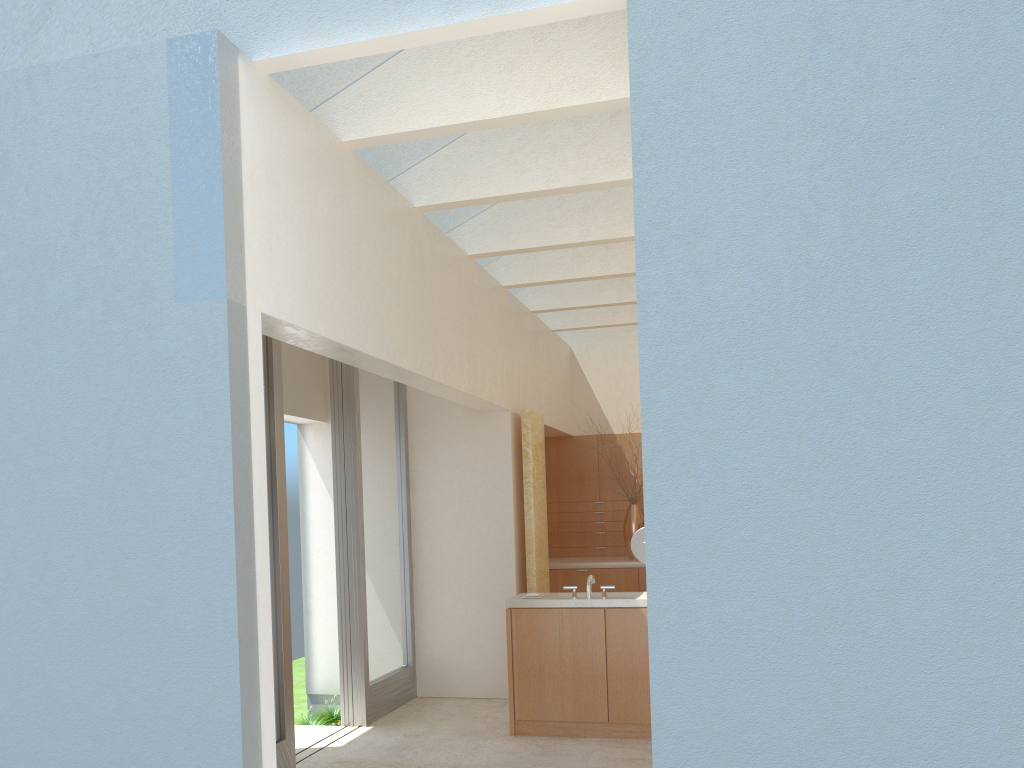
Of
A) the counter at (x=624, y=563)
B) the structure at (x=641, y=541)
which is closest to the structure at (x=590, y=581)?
the structure at (x=641, y=541)

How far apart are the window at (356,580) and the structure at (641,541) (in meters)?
4.76

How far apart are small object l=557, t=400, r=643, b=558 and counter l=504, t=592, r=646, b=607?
6.7m

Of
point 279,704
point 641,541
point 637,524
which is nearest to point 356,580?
point 279,704

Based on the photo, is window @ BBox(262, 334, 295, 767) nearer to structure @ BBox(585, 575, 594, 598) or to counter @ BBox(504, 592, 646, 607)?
counter @ BBox(504, 592, 646, 607)

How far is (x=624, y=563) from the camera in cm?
2057

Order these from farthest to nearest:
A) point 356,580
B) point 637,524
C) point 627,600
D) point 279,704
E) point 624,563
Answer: point 637,524
point 624,563
point 356,580
point 627,600
point 279,704

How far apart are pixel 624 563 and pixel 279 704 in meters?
10.1 m

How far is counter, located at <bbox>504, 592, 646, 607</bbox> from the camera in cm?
1378

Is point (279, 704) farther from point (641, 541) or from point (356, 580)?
point (641, 541)
